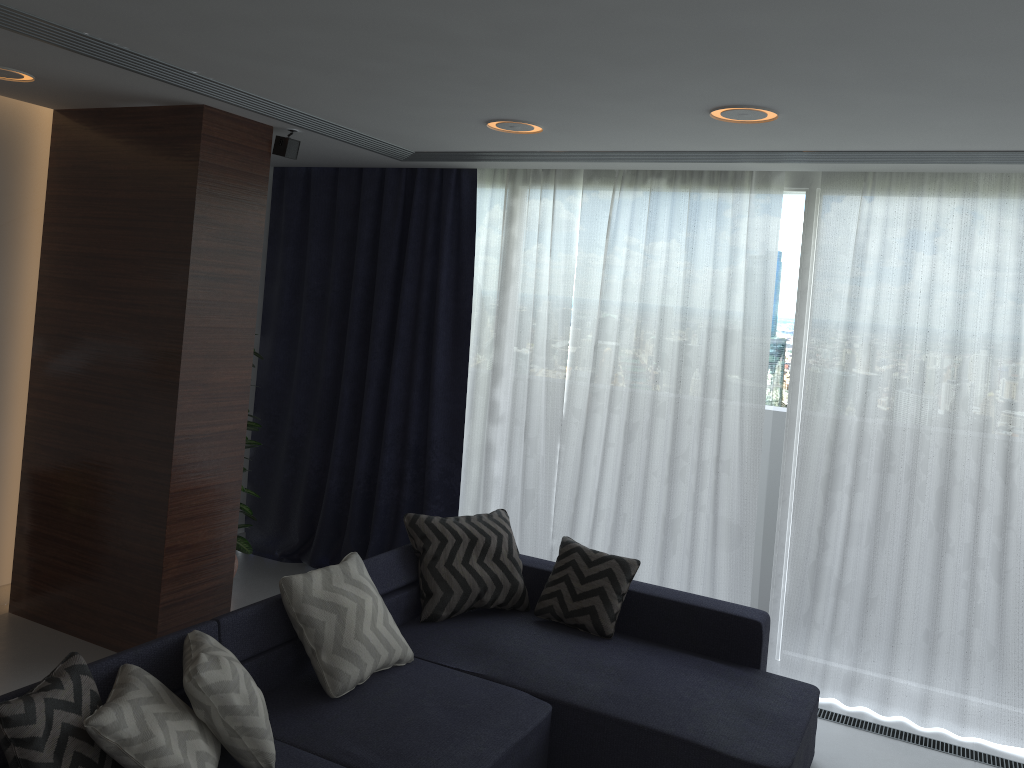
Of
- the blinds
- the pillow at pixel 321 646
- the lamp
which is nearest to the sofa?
the pillow at pixel 321 646

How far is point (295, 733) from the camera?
3.0m

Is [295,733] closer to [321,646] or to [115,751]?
[321,646]

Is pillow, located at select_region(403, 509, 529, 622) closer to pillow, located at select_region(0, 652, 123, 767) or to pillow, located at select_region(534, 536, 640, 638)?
pillow, located at select_region(534, 536, 640, 638)

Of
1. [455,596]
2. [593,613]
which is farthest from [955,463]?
[455,596]

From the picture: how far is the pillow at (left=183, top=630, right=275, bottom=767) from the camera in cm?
262

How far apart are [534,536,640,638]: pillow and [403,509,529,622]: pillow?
0.1 meters

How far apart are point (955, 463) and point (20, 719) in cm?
379

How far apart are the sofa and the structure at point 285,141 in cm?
201

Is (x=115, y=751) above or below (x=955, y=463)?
below
